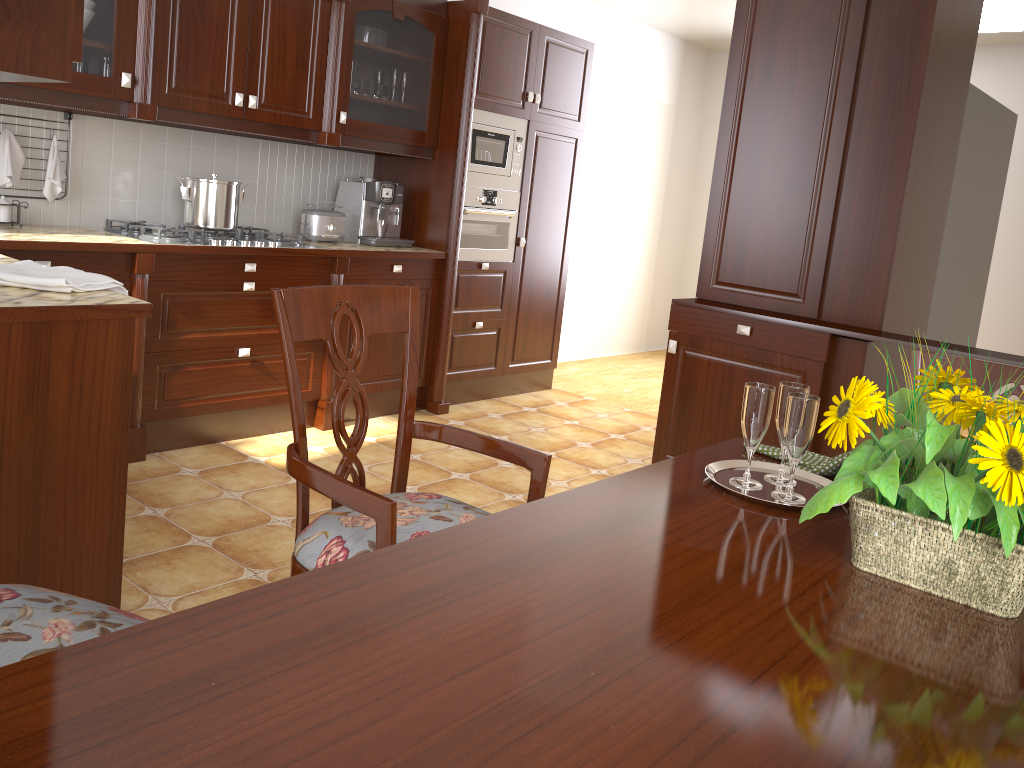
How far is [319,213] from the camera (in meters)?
4.01

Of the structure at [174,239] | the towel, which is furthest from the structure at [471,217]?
the towel

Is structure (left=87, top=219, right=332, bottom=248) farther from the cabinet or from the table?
the table

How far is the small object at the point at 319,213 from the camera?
4.0m

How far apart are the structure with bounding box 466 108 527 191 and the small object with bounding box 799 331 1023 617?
3.5m

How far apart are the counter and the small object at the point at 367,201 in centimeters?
6cm

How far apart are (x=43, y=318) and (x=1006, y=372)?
1.79m

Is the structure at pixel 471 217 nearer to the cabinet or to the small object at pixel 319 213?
the cabinet

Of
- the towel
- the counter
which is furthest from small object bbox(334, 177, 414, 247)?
the towel

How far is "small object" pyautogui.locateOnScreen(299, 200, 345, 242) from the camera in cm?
401
